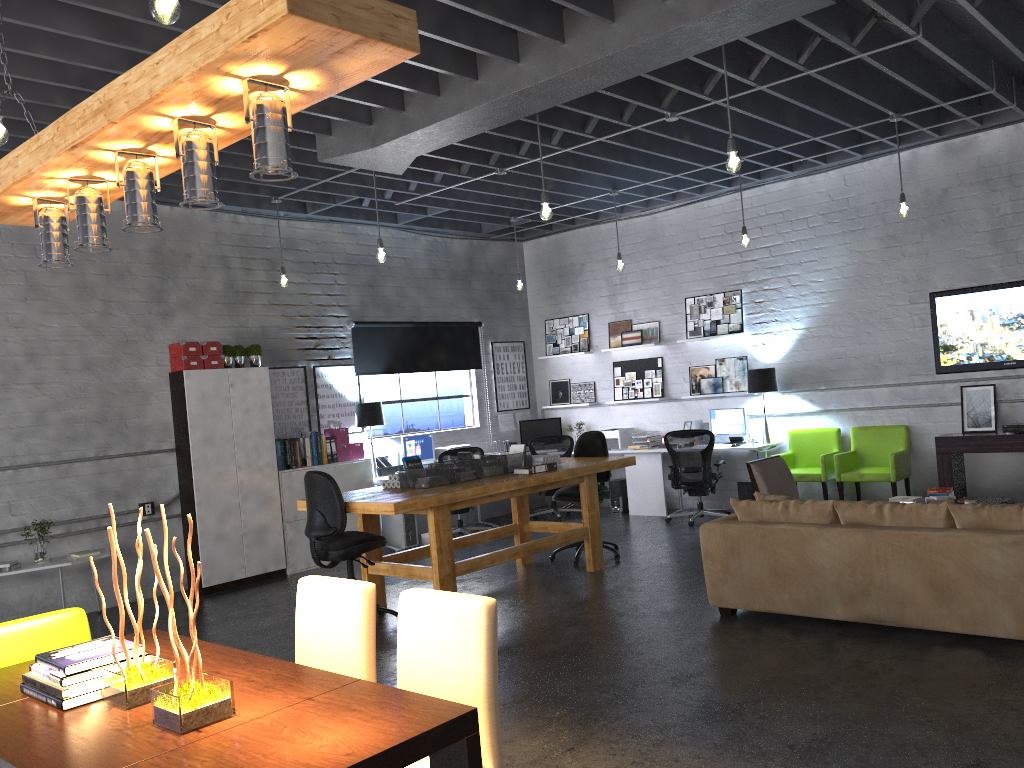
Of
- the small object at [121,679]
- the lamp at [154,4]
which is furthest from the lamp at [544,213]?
the small object at [121,679]

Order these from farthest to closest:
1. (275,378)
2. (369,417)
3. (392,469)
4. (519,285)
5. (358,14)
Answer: (519,285) → (392,469) → (369,417) → (275,378) → (358,14)

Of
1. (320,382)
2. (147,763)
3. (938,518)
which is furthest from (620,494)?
(147,763)

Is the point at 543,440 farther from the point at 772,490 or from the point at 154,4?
the point at 154,4

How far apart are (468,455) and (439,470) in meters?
0.5 m

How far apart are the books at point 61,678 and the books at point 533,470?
4.61m

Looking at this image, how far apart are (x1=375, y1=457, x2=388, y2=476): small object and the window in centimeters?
40cm

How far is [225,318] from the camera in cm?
888

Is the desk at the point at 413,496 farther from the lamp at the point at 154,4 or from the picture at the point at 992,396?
the lamp at the point at 154,4

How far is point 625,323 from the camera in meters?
11.2
